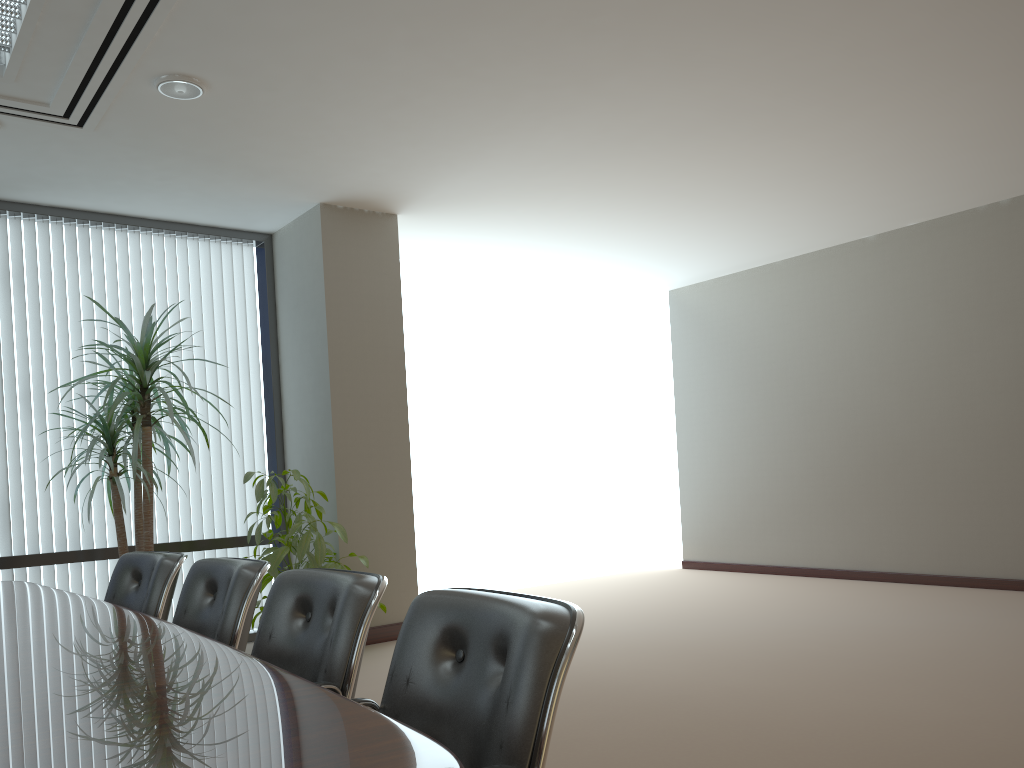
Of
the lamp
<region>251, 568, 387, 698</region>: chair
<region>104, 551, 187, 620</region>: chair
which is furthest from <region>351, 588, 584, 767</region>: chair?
the lamp

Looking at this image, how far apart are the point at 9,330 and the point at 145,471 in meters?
1.5

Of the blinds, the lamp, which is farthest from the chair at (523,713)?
the blinds

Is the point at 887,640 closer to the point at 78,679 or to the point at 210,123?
the point at 78,679

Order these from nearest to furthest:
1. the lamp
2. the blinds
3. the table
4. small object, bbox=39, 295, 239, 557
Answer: the table < the lamp < small object, bbox=39, 295, 239, 557 < the blinds

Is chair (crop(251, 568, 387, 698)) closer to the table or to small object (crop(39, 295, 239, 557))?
the table

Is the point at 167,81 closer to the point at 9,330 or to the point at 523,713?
the point at 9,330

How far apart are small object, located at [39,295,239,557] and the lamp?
1.4m

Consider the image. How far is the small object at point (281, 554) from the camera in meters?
5.2

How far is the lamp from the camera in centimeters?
421cm
